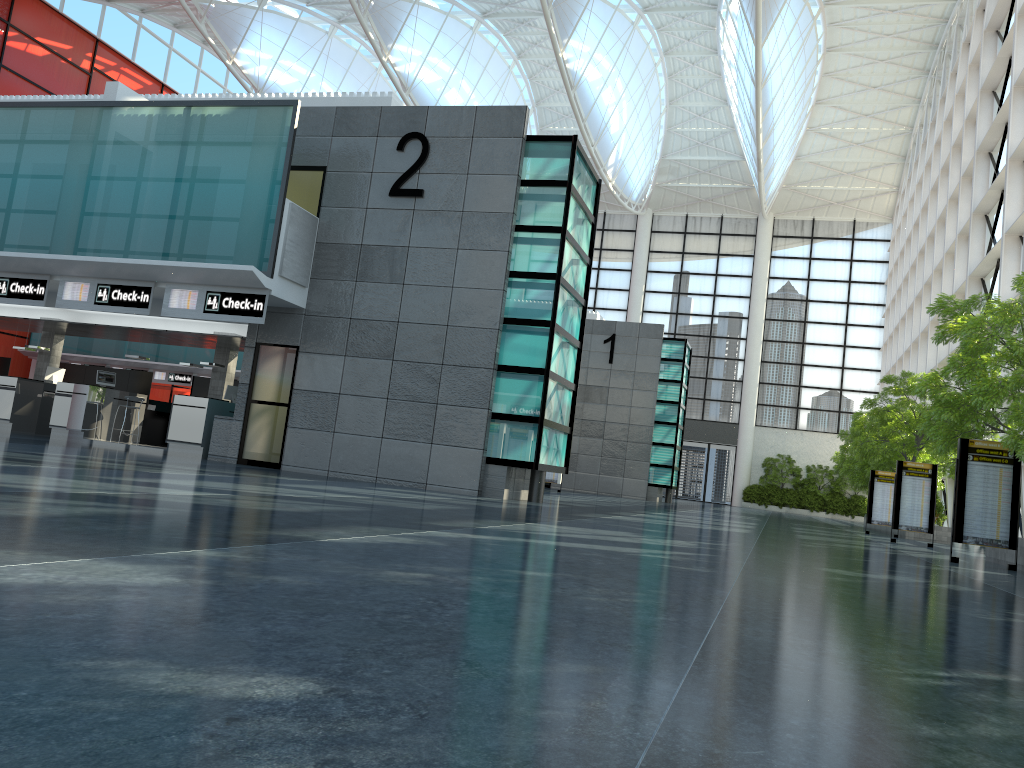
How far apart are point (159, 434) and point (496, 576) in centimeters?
2829cm

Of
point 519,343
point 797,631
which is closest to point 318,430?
point 519,343

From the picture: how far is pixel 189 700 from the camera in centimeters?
253cm
